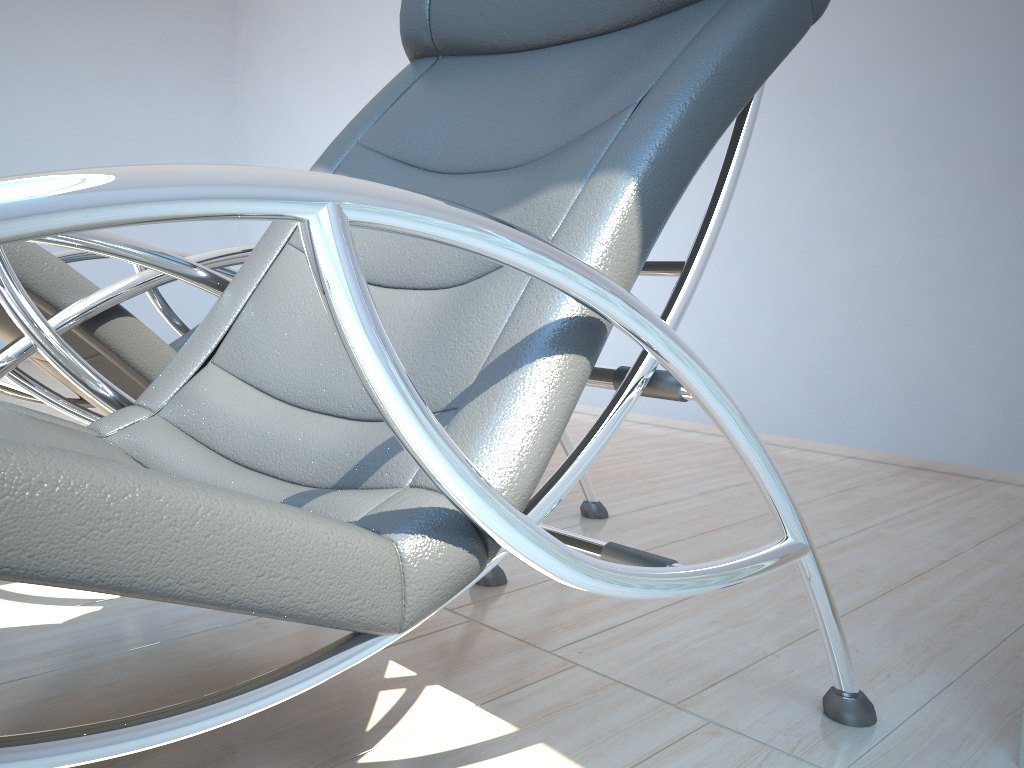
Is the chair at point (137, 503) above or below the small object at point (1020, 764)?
above

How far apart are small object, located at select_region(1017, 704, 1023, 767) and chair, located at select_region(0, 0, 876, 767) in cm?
18

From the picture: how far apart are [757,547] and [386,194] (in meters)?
1.78

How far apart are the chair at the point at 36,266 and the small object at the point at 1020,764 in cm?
126

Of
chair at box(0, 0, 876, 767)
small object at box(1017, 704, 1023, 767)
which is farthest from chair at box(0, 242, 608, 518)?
small object at box(1017, 704, 1023, 767)

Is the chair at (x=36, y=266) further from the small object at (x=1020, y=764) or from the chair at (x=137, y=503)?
the small object at (x=1020, y=764)

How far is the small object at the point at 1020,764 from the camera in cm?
117

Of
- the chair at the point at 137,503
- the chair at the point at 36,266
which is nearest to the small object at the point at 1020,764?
the chair at the point at 137,503

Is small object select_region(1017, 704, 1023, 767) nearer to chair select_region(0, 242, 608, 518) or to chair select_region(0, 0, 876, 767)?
chair select_region(0, 0, 876, 767)

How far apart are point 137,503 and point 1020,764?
1.2 meters
